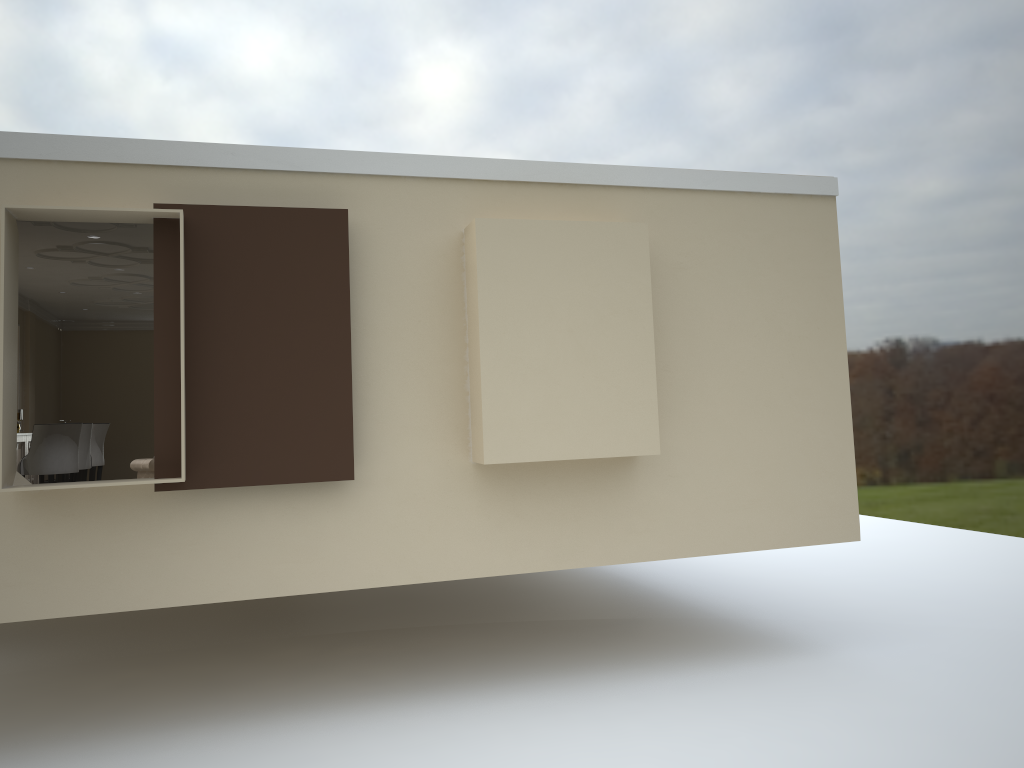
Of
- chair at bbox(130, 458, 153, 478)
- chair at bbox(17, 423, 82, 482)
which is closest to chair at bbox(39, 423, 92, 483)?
chair at bbox(17, 423, 82, 482)

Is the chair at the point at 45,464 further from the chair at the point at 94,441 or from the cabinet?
the chair at the point at 94,441

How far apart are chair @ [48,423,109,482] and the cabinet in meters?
0.6 m

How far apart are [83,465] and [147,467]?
1.4 meters

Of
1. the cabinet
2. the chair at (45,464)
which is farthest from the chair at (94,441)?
the chair at (45,464)

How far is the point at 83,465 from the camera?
7.9 meters

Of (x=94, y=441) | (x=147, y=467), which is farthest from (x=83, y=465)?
(x=147, y=467)

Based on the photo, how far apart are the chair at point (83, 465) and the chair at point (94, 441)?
0.60m

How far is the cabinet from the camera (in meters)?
8.11

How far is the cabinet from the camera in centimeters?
811cm
